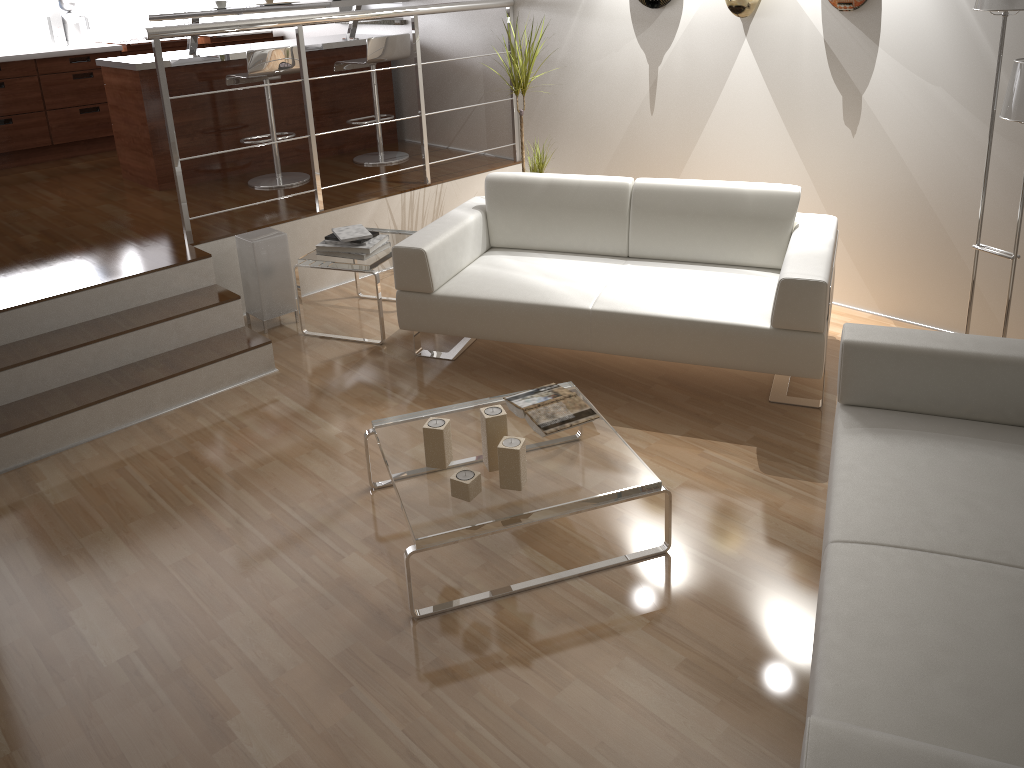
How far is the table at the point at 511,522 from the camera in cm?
250

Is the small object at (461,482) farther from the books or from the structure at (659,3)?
the structure at (659,3)

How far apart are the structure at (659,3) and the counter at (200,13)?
2.15m

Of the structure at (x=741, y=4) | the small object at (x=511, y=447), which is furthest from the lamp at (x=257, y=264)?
the structure at (x=741, y=4)

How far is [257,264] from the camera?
4.2 meters

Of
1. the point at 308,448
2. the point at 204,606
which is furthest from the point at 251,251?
the point at 204,606

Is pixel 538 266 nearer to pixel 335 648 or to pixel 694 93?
pixel 694 93

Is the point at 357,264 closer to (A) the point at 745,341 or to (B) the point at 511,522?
(A) the point at 745,341

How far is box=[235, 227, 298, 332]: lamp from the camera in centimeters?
424cm

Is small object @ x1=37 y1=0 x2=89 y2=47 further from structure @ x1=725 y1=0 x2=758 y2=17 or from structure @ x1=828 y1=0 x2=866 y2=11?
structure @ x1=828 y1=0 x2=866 y2=11
